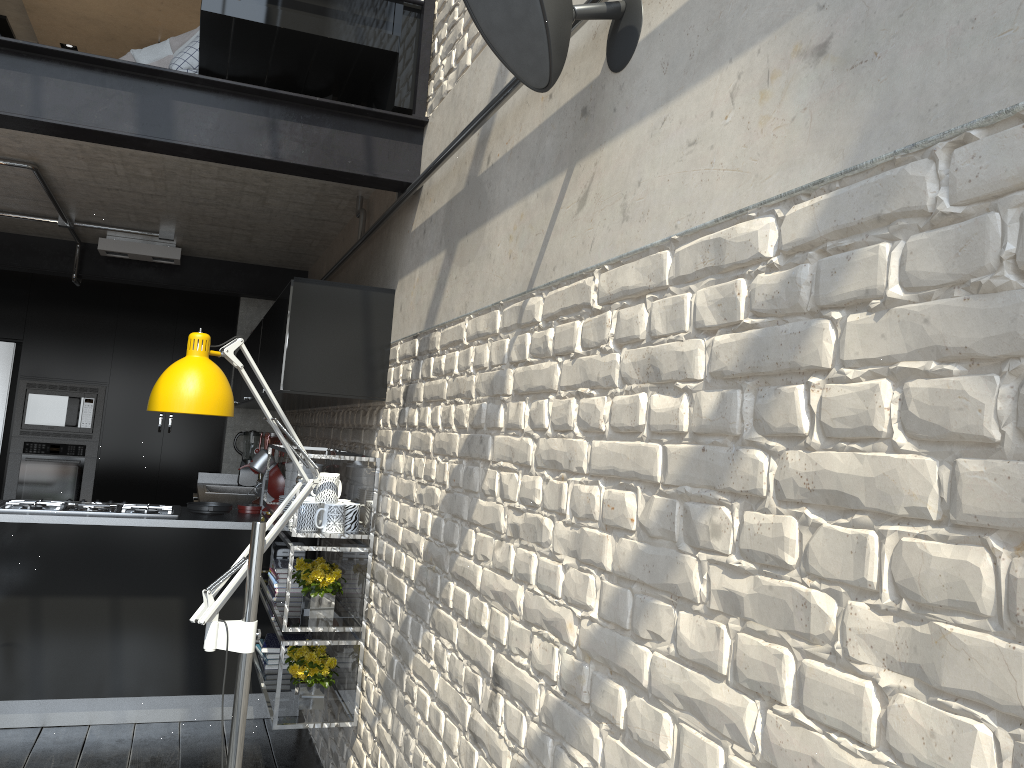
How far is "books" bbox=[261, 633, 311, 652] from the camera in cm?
Result: 378

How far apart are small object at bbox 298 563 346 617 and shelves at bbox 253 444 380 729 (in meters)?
0.02

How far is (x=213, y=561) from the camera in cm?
422

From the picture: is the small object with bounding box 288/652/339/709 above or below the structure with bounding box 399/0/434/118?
below

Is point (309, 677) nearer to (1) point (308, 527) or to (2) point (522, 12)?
(1) point (308, 527)

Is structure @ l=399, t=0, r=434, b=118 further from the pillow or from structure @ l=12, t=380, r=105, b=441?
structure @ l=12, t=380, r=105, b=441

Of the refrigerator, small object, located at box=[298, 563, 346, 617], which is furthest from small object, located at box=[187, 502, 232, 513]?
the refrigerator

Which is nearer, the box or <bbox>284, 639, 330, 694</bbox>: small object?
<bbox>284, 639, 330, 694</bbox>: small object

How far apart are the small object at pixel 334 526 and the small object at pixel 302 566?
0.3m

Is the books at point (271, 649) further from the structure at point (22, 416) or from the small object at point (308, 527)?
the structure at point (22, 416)
